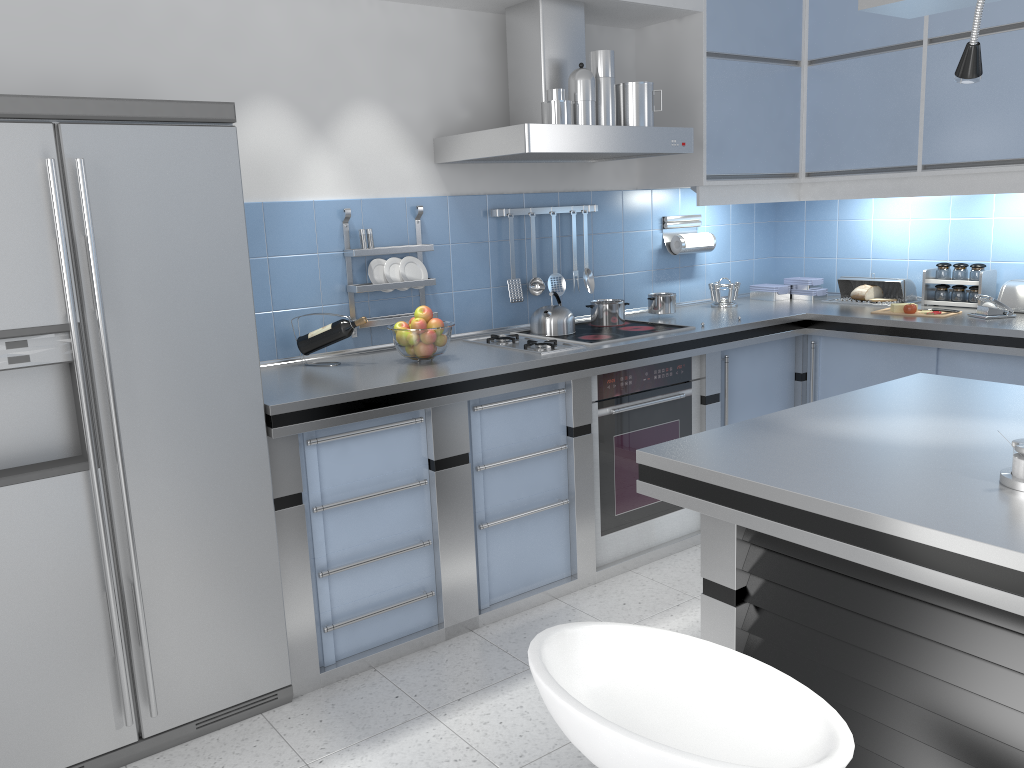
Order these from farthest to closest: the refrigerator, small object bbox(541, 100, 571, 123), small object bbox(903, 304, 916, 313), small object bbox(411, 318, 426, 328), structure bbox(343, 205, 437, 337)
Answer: small object bbox(903, 304, 916, 313), structure bbox(343, 205, 437, 337), small object bbox(541, 100, 571, 123), small object bbox(411, 318, 426, 328), the refrigerator

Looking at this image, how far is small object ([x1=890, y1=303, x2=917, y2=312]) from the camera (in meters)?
3.97

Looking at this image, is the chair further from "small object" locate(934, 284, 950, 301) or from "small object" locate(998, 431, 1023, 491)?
"small object" locate(934, 284, 950, 301)

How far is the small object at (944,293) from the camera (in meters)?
4.17

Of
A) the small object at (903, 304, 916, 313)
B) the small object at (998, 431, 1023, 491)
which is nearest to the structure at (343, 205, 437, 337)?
the small object at (903, 304, 916, 313)

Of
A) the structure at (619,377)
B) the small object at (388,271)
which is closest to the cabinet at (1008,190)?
the structure at (619,377)

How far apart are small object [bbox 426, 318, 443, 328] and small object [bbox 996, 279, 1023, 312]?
2.5 meters

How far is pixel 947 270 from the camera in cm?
415

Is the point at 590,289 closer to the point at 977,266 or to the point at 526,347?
the point at 526,347

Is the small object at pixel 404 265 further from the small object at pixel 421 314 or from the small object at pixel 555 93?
the small object at pixel 555 93
